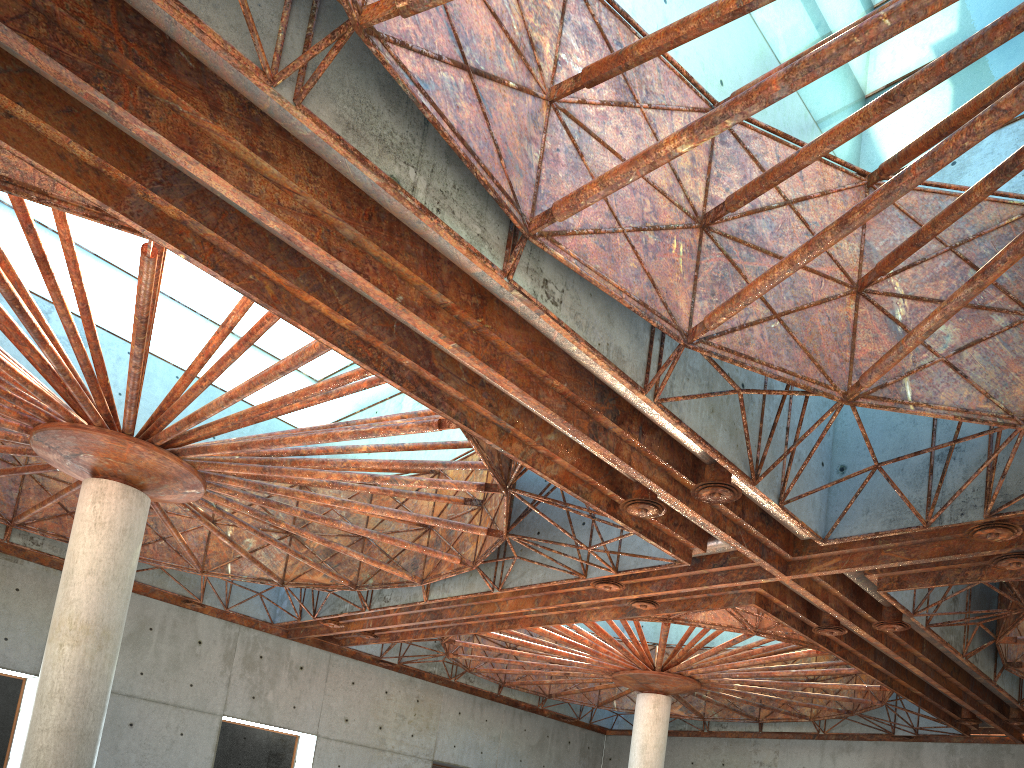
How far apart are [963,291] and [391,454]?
30.0 meters

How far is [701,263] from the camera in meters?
18.3 m
